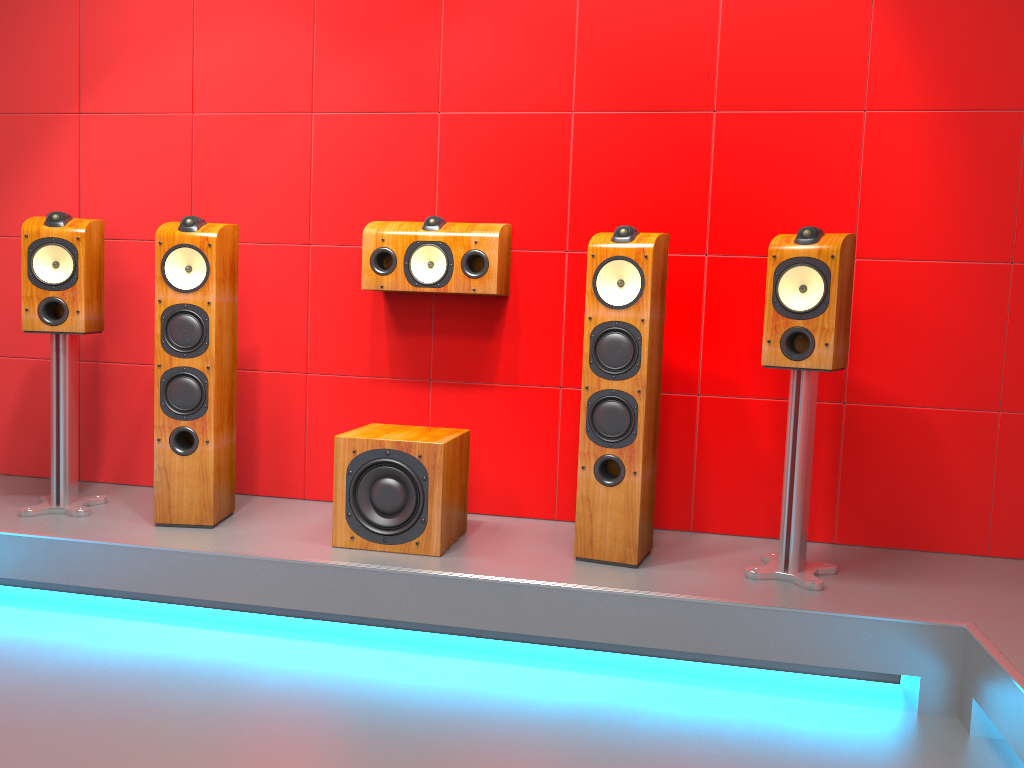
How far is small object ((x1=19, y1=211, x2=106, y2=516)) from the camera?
3.02m

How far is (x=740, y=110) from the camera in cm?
309

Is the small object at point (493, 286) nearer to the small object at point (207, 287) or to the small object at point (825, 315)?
the small object at point (207, 287)

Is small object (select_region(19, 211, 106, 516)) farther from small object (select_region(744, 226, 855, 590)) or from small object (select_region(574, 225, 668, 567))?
small object (select_region(744, 226, 855, 590))

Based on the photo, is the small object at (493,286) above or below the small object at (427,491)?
above

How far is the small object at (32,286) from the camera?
3.0 meters

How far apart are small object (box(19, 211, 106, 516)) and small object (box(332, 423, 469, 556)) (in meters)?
Answer: 0.97

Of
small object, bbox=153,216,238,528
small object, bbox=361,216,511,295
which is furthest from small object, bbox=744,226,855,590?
small object, bbox=153,216,238,528

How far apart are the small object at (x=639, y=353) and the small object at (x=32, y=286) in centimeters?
173cm

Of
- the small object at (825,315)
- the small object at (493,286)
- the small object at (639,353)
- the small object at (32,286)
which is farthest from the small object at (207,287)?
the small object at (825,315)
